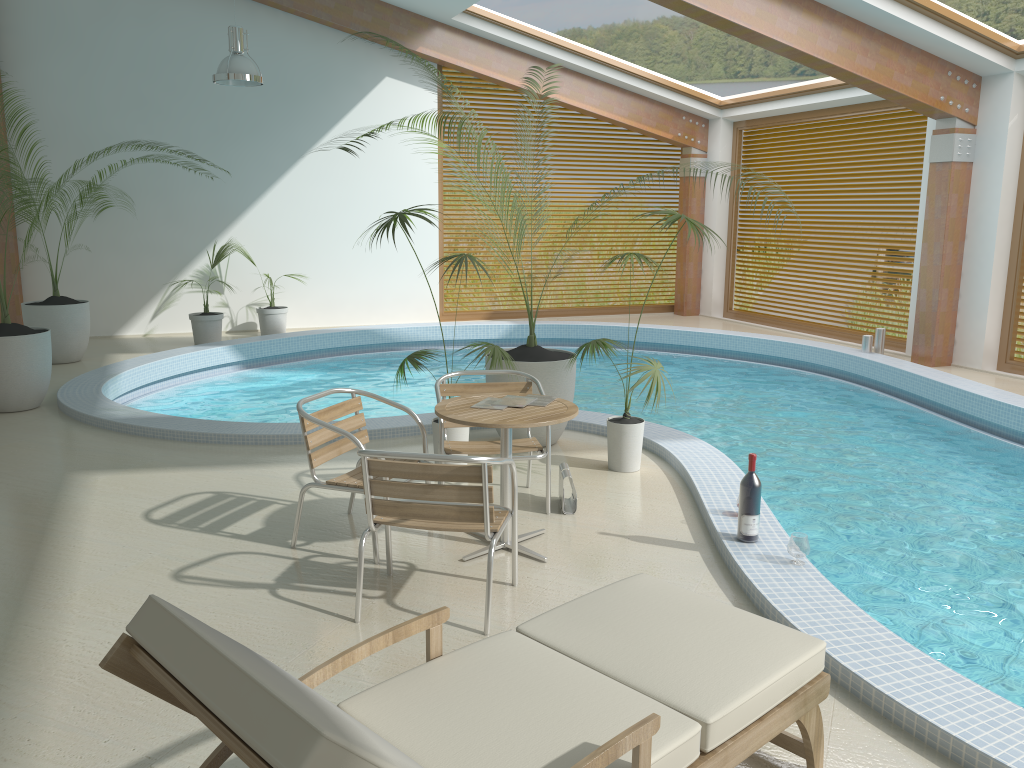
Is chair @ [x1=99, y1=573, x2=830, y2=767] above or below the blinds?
below

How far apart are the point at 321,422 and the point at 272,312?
7.8m

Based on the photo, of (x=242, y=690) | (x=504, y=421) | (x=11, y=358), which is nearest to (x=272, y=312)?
(x=11, y=358)

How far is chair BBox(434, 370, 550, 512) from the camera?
4.9m

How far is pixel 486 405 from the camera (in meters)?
4.34

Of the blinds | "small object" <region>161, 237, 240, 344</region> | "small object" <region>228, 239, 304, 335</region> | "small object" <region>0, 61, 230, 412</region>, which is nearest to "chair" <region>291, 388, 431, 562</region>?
"small object" <region>0, 61, 230, 412</region>

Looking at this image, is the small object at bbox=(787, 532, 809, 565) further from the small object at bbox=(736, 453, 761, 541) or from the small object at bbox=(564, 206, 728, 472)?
the small object at bbox=(564, 206, 728, 472)

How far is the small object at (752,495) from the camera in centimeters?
427cm

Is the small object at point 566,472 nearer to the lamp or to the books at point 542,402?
the books at point 542,402

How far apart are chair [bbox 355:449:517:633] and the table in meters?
0.2
